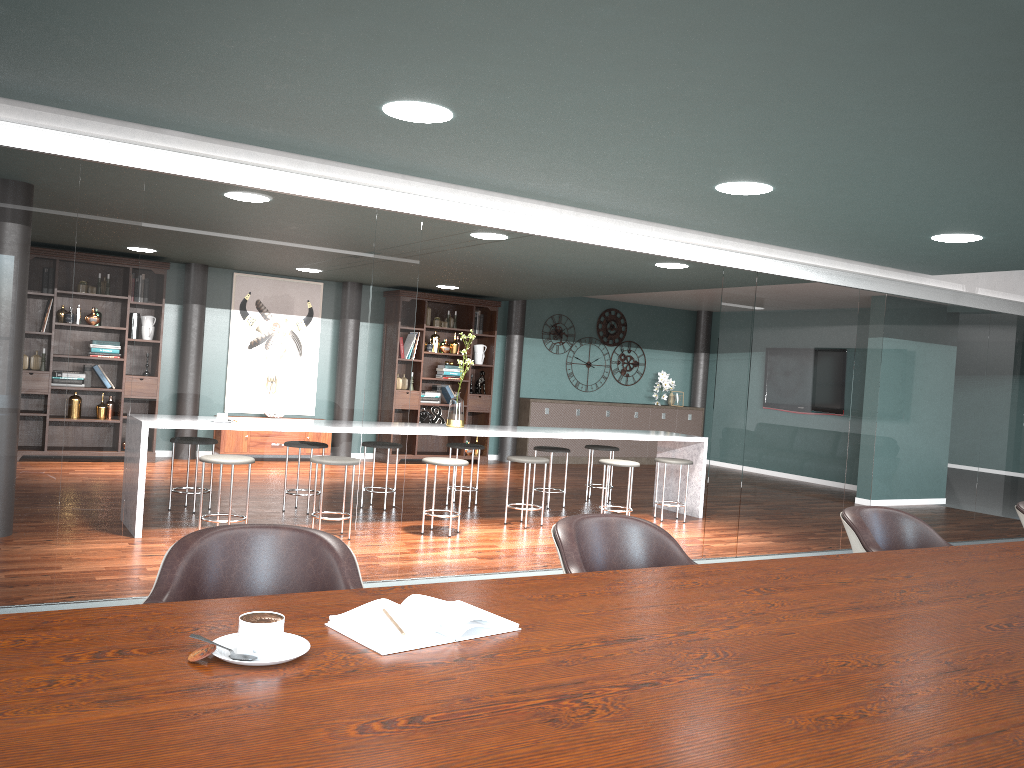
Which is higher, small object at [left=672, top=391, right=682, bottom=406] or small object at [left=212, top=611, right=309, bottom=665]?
small object at [left=672, top=391, right=682, bottom=406]

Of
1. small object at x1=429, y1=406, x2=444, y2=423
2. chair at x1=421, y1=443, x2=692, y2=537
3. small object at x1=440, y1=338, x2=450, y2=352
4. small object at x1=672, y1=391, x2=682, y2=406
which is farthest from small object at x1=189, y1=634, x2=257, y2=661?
small object at x1=672, y1=391, x2=682, y2=406

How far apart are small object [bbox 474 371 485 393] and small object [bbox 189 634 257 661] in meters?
9.5

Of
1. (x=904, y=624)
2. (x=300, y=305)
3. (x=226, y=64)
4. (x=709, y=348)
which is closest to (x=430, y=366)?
(x=709, y=348)

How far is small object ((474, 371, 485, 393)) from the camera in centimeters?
1079cm

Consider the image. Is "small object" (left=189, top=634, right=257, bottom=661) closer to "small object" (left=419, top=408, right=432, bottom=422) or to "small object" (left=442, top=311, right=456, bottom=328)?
"small object" (left=419, top=408, right=432, bottom=422)

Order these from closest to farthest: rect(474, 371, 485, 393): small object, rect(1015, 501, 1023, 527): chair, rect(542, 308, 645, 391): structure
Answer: rect(1015, 501, 1023, 527): chair, rect(474, 371, 485, 393): small object, rect(542, 308, 645, 391): structure

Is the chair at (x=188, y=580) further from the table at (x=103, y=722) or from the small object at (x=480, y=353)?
the small object at (x=480, y=353)

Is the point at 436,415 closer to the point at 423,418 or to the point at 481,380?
the point at 423,418

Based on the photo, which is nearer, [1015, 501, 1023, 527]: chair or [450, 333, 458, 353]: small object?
[1015, 501, 1023, 527]: chair
